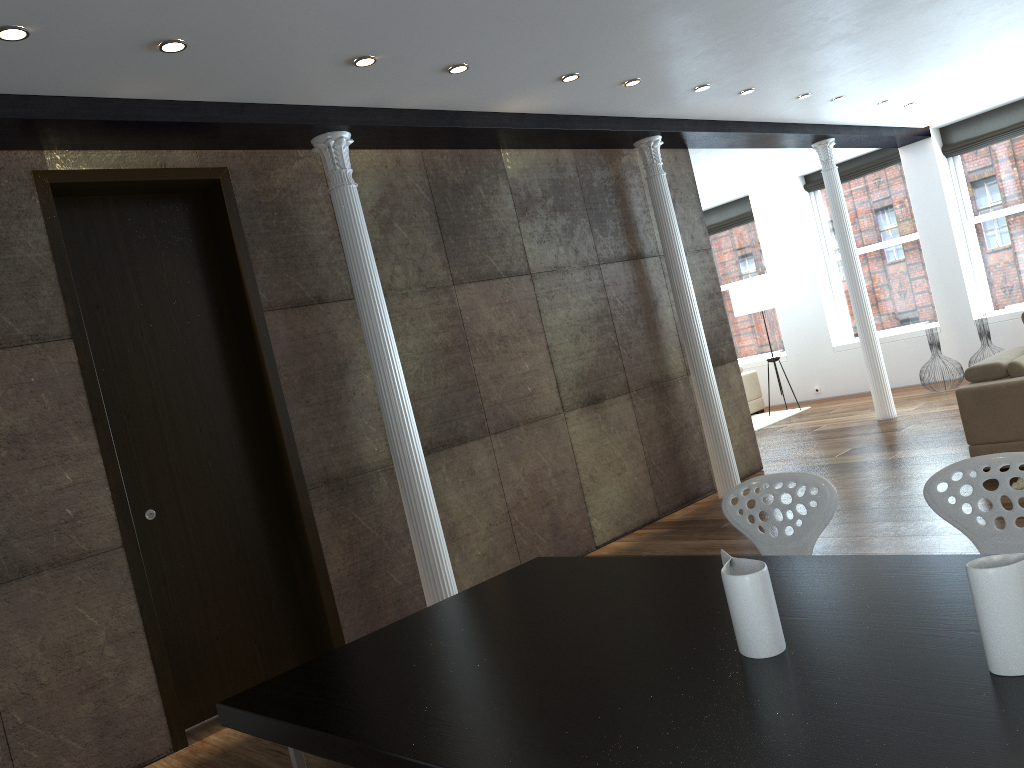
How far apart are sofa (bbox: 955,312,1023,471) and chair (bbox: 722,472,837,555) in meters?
3.3

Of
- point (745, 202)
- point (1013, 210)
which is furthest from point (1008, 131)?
point (745, 202)

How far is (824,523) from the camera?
2.8m

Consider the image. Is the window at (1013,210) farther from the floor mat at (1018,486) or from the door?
the door

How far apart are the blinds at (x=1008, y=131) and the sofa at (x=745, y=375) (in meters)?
3.56

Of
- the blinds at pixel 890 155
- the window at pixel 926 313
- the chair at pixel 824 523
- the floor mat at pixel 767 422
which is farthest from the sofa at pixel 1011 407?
the blinds at pixel 890 155

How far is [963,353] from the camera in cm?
1064

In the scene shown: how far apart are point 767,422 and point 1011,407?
5.34m

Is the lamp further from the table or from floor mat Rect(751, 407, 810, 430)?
the table

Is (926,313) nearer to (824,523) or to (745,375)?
(745,375)
